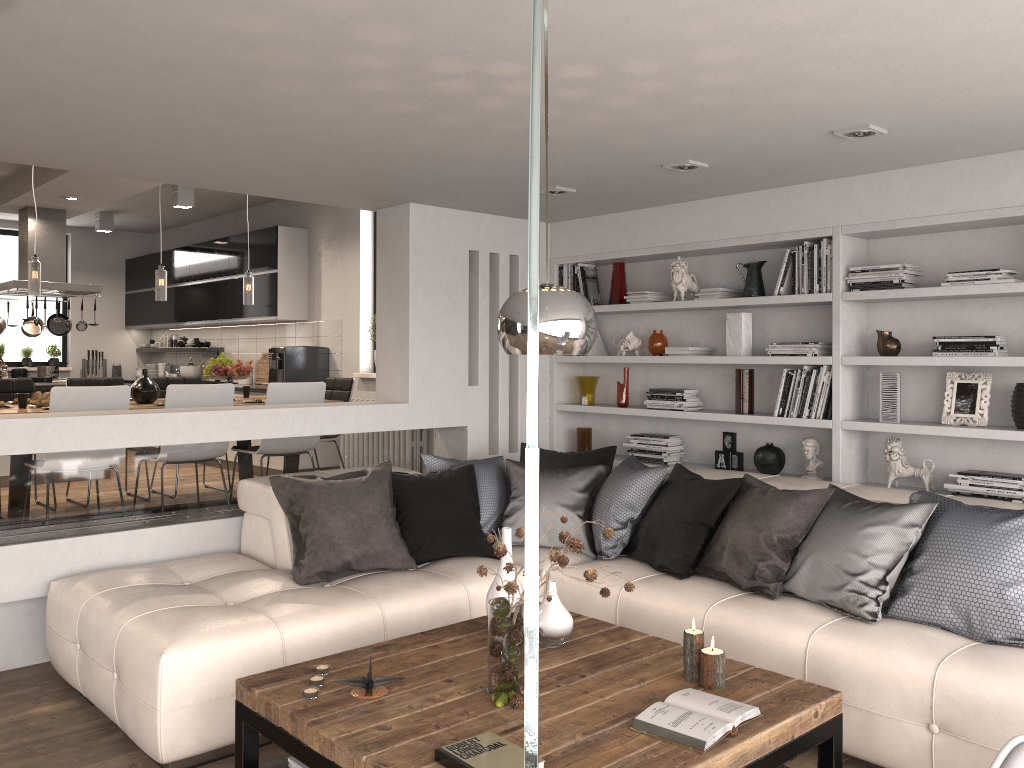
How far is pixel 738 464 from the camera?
5.3m

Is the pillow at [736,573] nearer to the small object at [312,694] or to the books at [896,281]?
the small object at [312,694]

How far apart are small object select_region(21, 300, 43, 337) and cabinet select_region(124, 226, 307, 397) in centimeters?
154cm

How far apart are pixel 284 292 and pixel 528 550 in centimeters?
808cm

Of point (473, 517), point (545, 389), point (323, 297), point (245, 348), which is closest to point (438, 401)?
point (545, 389)

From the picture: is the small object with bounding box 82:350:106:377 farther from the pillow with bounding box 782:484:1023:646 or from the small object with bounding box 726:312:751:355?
the pillow with bounding box 782:484:1023:646

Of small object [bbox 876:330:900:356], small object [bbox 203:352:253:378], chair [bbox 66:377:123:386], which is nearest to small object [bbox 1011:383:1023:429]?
small object [bbox 876:330:900:356]

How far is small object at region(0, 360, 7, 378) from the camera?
9.10m

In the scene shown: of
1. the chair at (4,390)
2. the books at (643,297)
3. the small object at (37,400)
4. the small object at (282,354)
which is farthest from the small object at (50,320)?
the books at (643,297)

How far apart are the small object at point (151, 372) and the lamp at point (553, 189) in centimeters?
793cm
